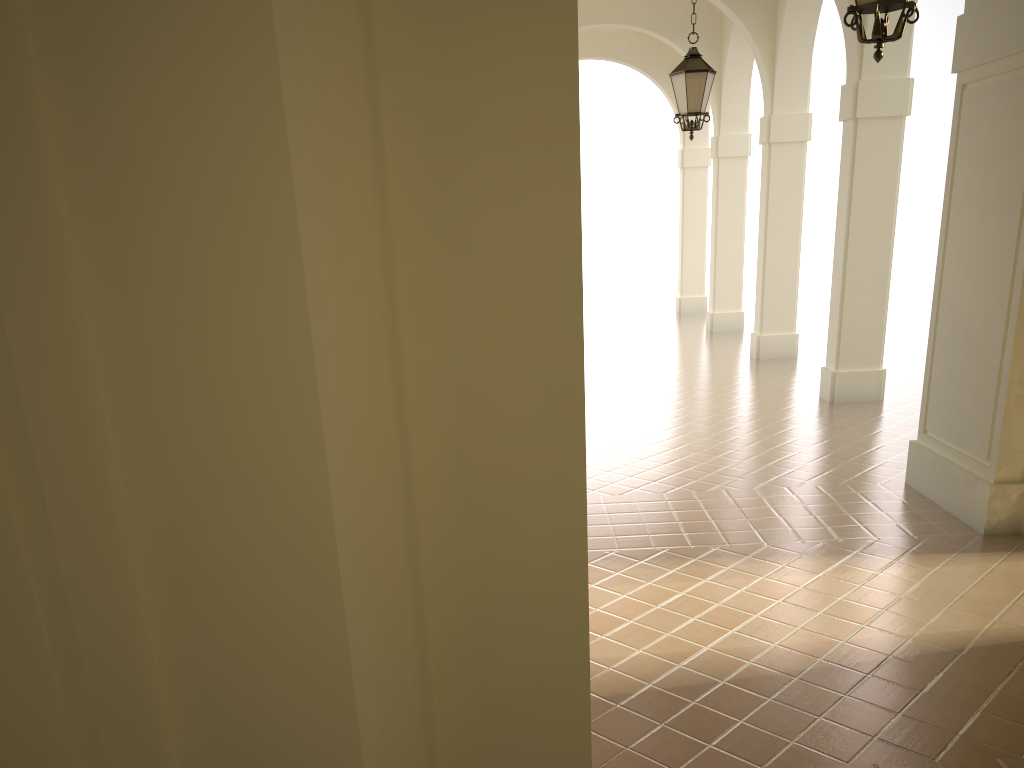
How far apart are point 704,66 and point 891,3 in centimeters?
504cm

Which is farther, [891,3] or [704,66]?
[704,66]

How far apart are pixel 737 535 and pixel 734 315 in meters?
13.0

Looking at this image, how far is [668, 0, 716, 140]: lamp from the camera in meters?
9.5

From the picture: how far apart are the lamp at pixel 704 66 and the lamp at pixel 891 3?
4.8m

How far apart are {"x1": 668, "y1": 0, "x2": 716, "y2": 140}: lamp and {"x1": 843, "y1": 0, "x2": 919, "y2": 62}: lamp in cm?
477

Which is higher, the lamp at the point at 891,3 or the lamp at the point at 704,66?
the lamp at the point at 704,66

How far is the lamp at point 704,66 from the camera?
9.53m

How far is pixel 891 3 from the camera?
4.69m

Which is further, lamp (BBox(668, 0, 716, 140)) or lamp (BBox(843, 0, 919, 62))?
lamp (BBox(668, 0, 716, 140))
